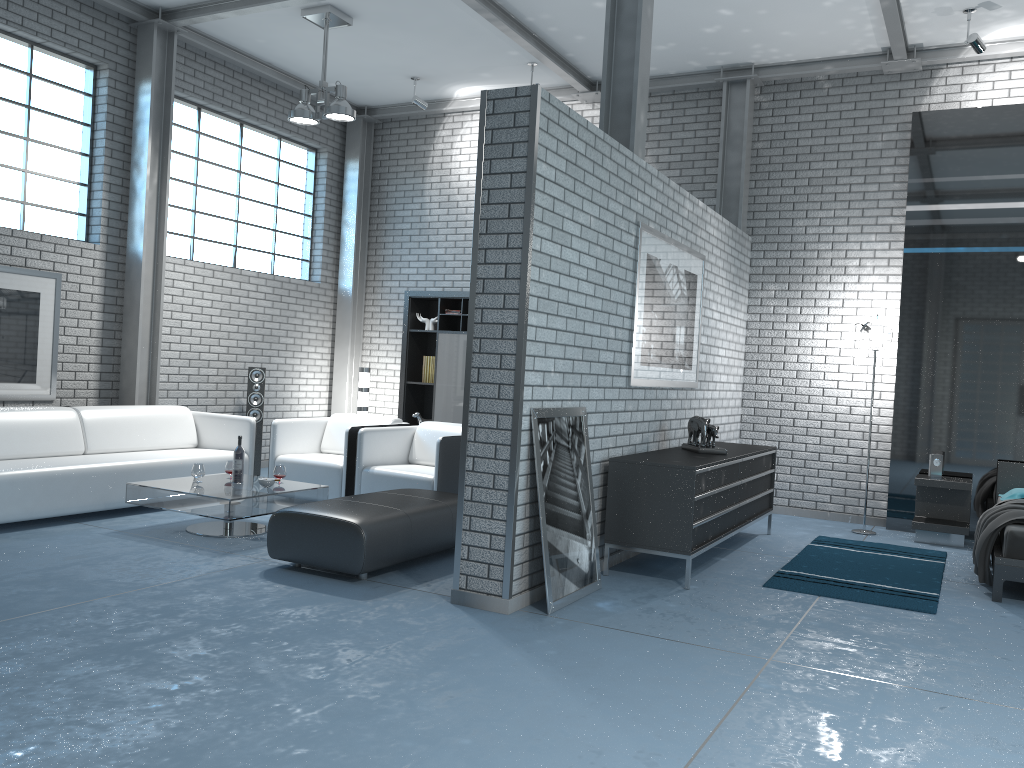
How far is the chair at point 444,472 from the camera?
6.3m

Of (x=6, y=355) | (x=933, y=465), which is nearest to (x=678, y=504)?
(x=933, y=465)

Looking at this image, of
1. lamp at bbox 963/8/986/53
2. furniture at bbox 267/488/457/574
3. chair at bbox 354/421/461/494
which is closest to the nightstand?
Answer: lamp at bbox 963/8/986/53

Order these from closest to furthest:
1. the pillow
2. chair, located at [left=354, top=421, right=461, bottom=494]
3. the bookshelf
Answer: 1. chair, located at [left=354, top=421, right=461, bottom=494]
2. the pillow
3. the bookshelf

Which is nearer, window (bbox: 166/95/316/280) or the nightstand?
the nightstand

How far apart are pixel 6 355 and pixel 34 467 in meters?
1.6

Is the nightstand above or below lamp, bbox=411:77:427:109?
below

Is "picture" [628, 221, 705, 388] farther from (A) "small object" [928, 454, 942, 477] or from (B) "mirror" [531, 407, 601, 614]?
(A) "small object" [928, 454, 942, 477]

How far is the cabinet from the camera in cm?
492

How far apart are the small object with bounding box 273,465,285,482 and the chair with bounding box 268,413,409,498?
0.76m
